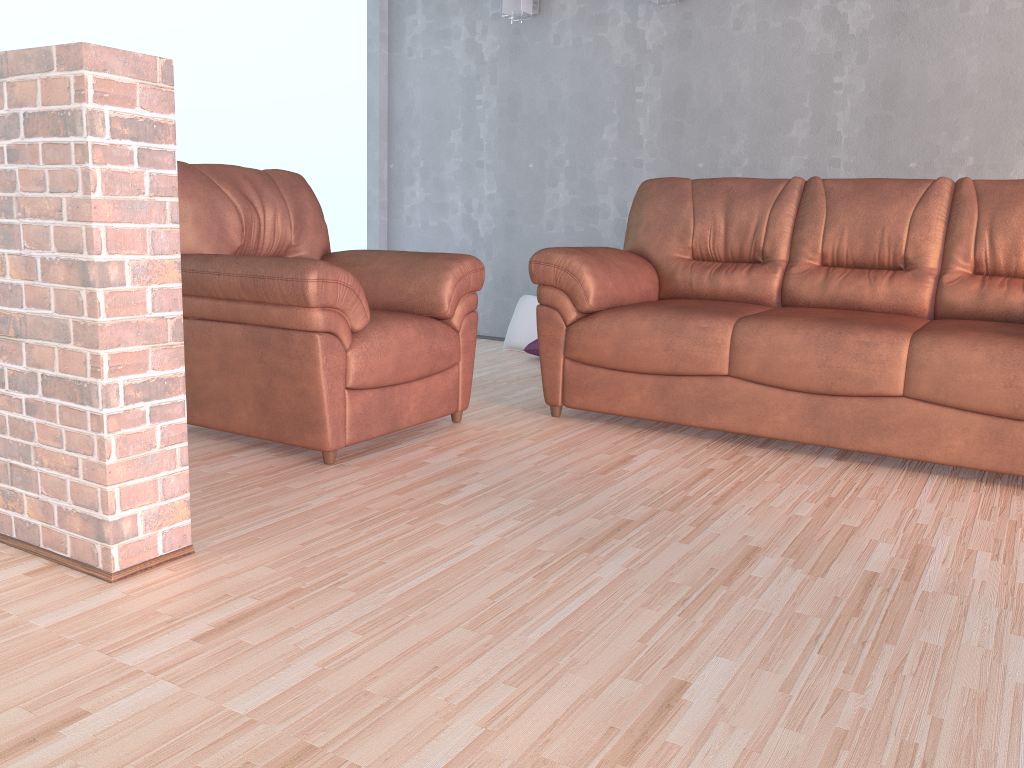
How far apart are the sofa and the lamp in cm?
166

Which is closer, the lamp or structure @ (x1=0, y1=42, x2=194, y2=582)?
structure @ (x1=0, y1=42, x2=194, y2=582)

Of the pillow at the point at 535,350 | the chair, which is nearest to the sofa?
the chair

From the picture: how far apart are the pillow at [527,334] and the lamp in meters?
1.6 m

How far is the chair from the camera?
2.6 meters

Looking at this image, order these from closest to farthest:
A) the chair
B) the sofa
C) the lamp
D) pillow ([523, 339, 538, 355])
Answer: the chair, the sofa, pillow ([523, 339, 538, 355]), the lamp

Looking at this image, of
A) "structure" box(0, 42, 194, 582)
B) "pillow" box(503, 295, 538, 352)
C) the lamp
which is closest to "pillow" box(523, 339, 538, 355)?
"pillow" box(503, 295, 538, 352)

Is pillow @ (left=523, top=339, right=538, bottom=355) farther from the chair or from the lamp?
the lamp

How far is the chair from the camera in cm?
261

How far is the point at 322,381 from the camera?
2.6 meters
